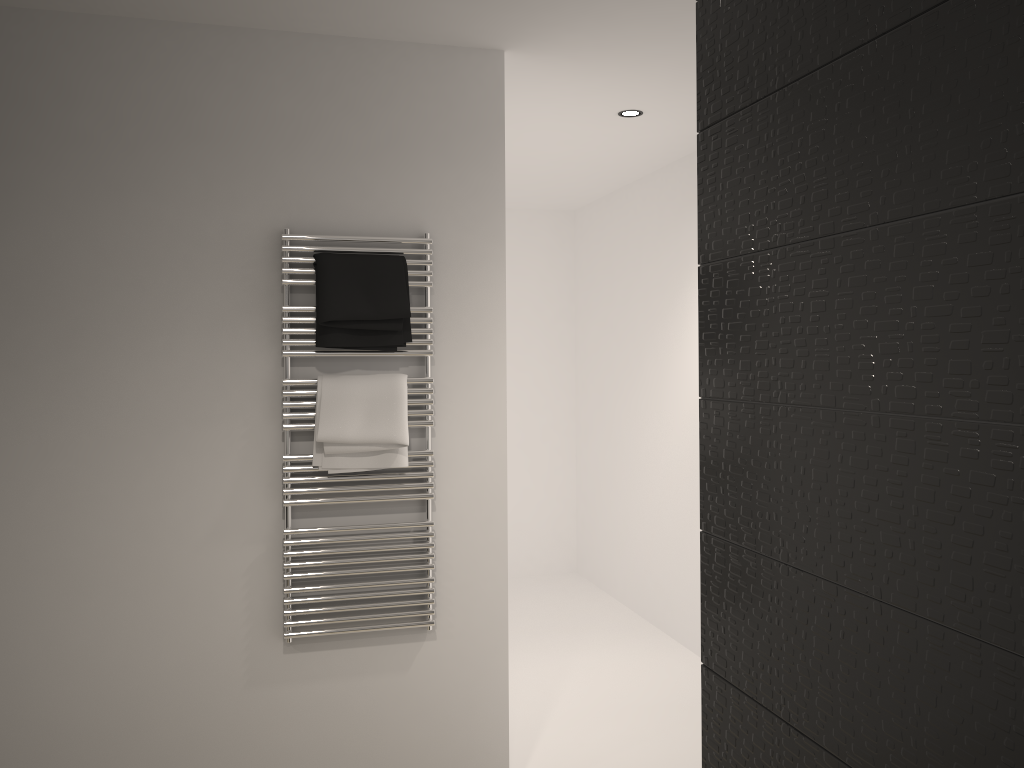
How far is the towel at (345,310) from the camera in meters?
2.7

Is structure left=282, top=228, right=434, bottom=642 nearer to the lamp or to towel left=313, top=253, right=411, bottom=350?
towel left=313, top=253, right=411, bottom=350

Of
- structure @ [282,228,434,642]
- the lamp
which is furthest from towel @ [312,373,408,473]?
the lamp

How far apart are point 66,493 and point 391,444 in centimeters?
96cm

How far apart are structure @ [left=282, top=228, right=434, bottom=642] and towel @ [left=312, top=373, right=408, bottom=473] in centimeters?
2cm

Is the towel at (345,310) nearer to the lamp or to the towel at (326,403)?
the towel at (326,403)

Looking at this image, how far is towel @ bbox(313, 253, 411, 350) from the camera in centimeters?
269cm

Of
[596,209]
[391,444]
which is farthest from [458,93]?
[596,209]

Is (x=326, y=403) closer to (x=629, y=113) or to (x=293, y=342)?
(x=293, y=342)

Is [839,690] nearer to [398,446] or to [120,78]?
[398,446]
